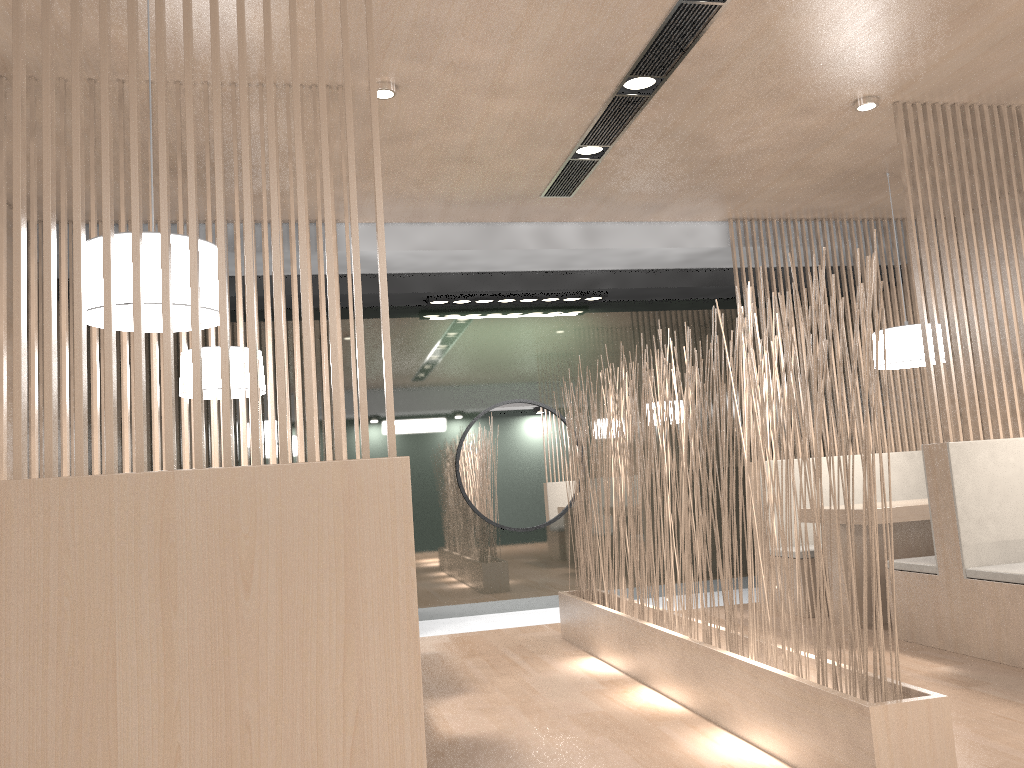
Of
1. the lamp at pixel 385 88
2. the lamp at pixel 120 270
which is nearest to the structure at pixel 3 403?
the lamp at pixel 120 270

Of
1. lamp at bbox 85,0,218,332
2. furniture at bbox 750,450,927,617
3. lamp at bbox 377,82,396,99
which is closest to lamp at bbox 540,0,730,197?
lamp at bbox 377,82,396,99

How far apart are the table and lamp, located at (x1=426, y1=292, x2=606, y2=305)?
1.5m

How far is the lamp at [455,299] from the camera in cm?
388

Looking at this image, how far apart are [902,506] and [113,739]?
2.56m

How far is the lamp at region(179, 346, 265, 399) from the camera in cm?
257

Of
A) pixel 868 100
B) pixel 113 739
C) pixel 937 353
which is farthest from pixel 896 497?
pixel 113 739

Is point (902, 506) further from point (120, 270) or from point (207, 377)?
point (120, 270)

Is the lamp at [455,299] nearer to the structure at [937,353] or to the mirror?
the mirror

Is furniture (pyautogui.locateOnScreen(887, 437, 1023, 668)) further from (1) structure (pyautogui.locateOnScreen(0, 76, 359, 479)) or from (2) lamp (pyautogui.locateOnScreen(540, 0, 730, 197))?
(1) structure (pyautogui.locateOnScreen(0, 76, 359, 479))
